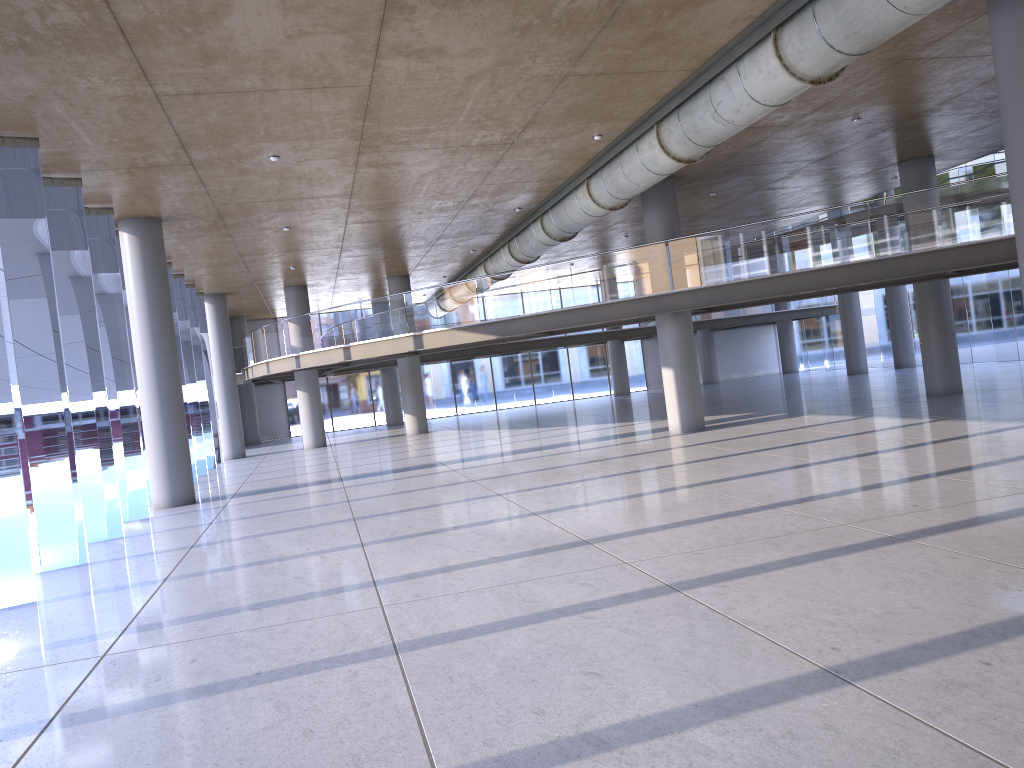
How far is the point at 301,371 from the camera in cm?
3026

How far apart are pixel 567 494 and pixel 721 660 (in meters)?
7.27

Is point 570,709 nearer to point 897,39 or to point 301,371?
point 897,39
